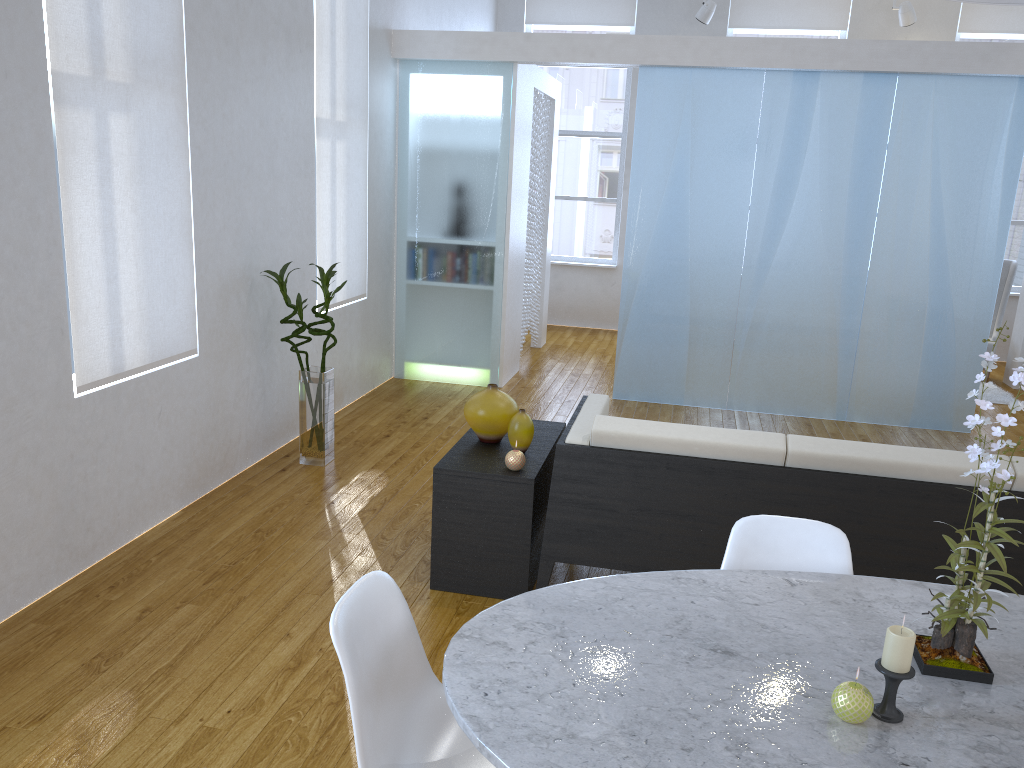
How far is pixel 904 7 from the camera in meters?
7.2 m

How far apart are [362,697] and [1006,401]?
6.3 meters

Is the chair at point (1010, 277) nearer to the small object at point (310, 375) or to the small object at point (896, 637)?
the small object at point (310, 375)

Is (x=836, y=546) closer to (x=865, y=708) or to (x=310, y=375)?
(x=865, y=708)

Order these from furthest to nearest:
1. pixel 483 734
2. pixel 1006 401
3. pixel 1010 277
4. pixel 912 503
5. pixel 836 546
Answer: pixel 1010 277
pixel 1006 401
pixel 912 503
pixel 836 546
pixel 483 734

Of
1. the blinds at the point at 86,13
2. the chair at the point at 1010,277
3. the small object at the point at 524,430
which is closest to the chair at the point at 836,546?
the small object at the point at 524,430

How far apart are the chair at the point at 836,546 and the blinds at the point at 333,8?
3.39m

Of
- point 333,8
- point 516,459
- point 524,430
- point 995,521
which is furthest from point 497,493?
point 333,8

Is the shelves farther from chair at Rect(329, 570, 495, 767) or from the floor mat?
the floor mat

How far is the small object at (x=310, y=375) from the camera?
4.2m
